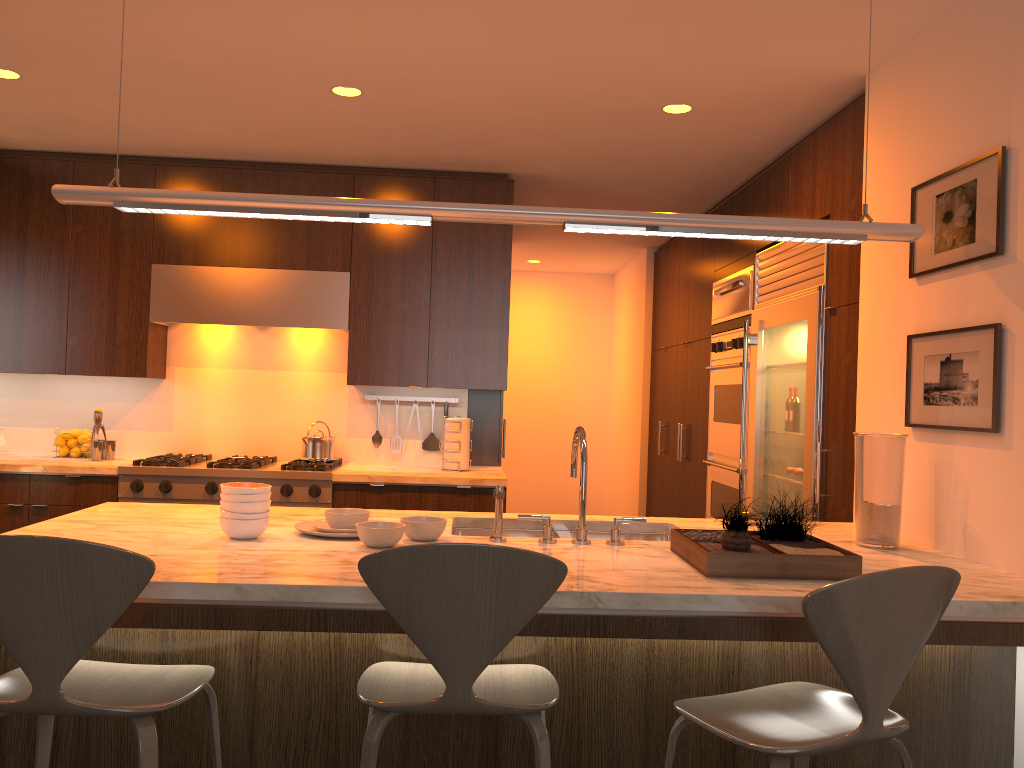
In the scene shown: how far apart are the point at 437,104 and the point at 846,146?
1.7 meters

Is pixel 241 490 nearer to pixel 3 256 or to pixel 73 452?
pixel 73 452

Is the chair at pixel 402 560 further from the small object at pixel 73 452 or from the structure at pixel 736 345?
the small object at pixel 73 452

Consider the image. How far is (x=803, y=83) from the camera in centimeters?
344cm

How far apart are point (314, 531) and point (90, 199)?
1.1m

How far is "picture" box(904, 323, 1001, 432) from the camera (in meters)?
2.45

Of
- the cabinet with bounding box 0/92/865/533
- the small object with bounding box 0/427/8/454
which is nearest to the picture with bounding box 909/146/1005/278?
the cabinet with bounding box 0/92/865/533

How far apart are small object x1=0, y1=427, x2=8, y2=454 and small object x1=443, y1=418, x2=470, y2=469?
2.47m

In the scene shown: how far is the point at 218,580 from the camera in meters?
1.9

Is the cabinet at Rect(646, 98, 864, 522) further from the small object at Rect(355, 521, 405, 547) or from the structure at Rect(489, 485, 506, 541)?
the small object at Rect(355, 521, 405, 547)
